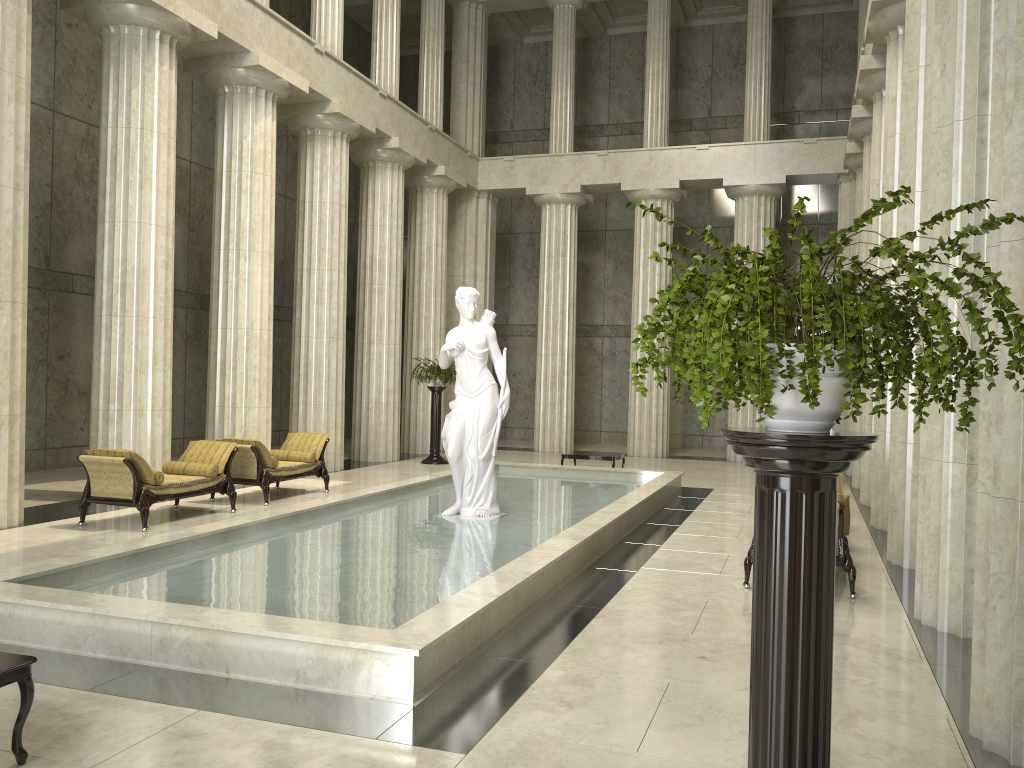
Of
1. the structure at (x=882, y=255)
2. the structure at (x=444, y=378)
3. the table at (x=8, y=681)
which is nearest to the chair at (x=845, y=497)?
the structure at (x=882, y=255)

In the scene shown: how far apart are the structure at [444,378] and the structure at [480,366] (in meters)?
8.18

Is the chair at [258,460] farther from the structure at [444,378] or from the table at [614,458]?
the structure at [444,378]

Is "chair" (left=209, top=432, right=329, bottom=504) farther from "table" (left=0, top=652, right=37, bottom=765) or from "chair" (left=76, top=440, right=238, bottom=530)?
"table" (left=0, top=652, right=37, bottom=765)

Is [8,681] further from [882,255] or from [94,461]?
[94,461]

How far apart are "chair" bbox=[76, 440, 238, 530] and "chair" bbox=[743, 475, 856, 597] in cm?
682

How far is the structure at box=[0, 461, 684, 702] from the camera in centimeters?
534cm

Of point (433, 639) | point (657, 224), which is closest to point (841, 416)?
point (657, 224)

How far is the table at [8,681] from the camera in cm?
405

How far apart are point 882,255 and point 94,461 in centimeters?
1007cm
